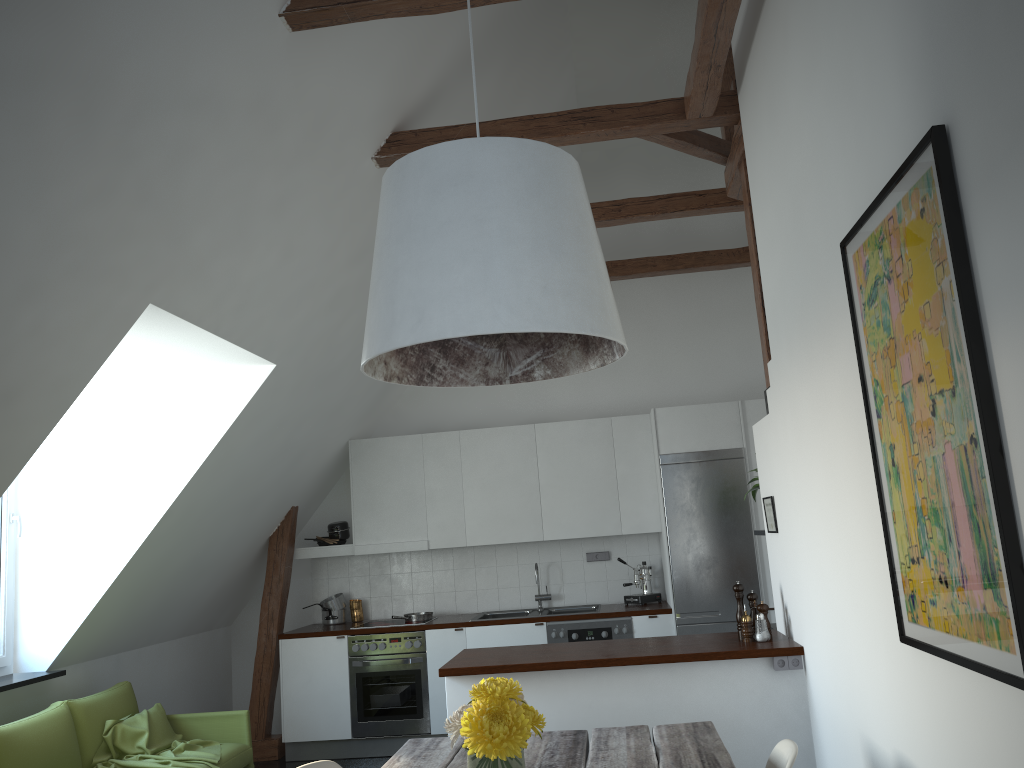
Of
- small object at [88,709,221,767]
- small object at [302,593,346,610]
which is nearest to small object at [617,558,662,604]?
small object at [302,593,346,610]

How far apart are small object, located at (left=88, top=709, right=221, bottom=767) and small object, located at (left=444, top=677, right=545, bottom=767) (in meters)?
3.02

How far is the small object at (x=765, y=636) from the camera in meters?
4.2

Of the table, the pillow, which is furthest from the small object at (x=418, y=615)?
the table

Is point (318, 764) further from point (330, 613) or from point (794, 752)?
point (330, 613)

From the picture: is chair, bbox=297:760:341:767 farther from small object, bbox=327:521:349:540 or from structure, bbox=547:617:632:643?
small object, bbox=327:521:349:540

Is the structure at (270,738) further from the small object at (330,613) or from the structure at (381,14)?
the structure at (381,14)

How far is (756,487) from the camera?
5.0 meters

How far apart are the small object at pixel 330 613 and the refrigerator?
2.70m

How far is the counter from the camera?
4.1 meters
